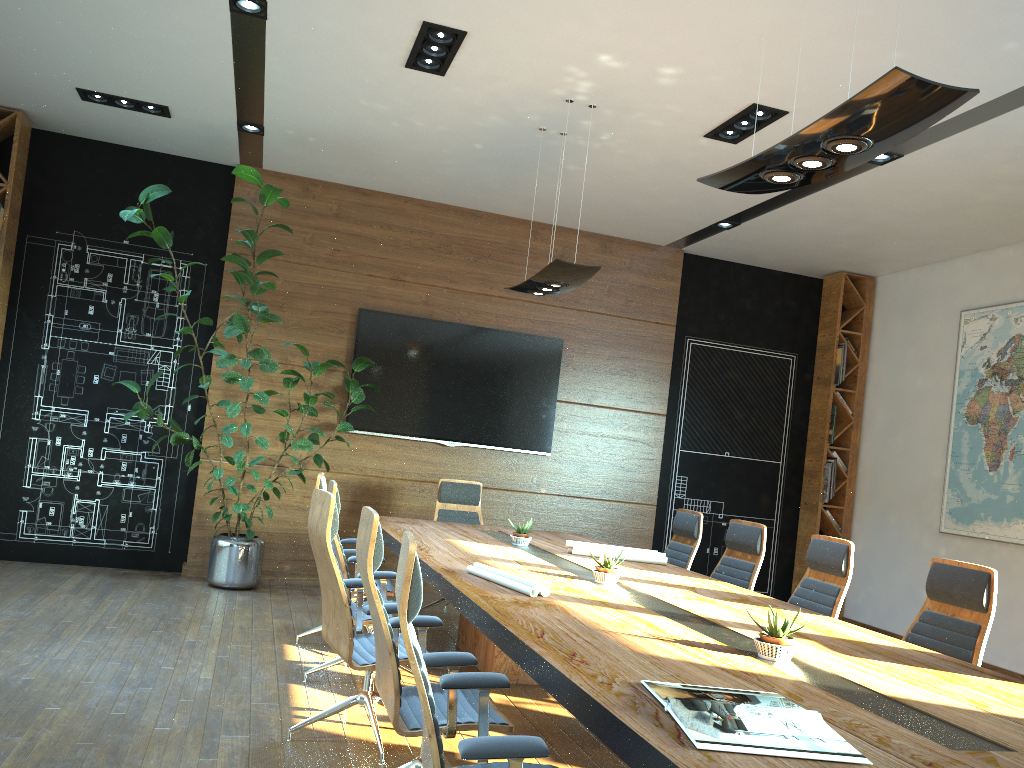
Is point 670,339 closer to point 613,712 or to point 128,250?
point 128,250

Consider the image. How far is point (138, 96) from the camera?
6.7m

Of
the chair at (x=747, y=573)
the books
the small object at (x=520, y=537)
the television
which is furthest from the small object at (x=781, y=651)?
the television

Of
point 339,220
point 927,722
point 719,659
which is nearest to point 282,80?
point 339,220

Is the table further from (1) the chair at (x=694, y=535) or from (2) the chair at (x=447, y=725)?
(1) the chair at (x=694, y=535)

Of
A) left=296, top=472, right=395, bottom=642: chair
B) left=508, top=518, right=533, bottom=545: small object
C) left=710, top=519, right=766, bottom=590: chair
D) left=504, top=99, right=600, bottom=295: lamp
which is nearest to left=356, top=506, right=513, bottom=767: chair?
left=296, top=472, right=395, bottom=642: chair

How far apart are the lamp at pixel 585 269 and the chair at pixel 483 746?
3.20m

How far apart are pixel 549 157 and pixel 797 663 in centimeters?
490cm

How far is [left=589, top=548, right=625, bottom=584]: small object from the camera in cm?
437

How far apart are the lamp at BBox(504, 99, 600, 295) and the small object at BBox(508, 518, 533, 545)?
1.64m
